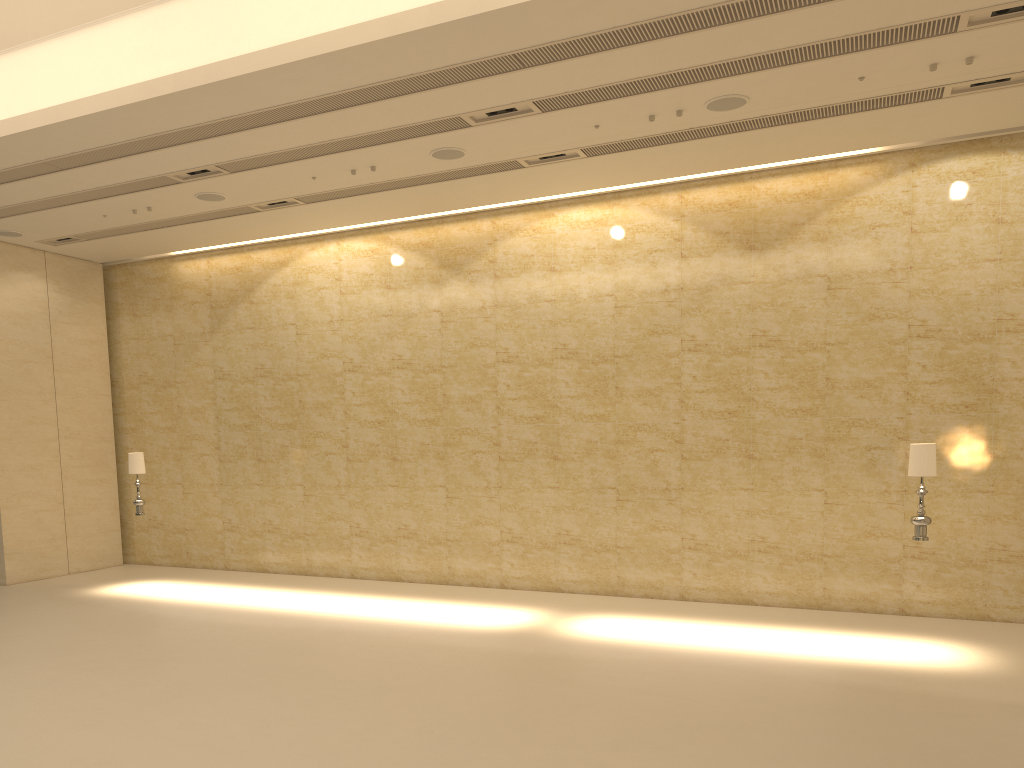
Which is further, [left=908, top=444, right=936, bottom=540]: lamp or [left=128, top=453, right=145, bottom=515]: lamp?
[left=128, top=453, right=145, bottom=515]: lamp

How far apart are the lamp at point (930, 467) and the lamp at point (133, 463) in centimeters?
1104cm

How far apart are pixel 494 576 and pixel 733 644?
4.7 meters

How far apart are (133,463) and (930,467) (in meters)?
11.31

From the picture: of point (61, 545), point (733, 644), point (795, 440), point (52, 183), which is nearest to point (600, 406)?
point (795, 440)

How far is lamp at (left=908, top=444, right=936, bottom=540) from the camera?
9.5m

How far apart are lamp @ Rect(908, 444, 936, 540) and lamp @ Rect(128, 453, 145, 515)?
11.0 meters

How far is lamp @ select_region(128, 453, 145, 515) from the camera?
13.7m
